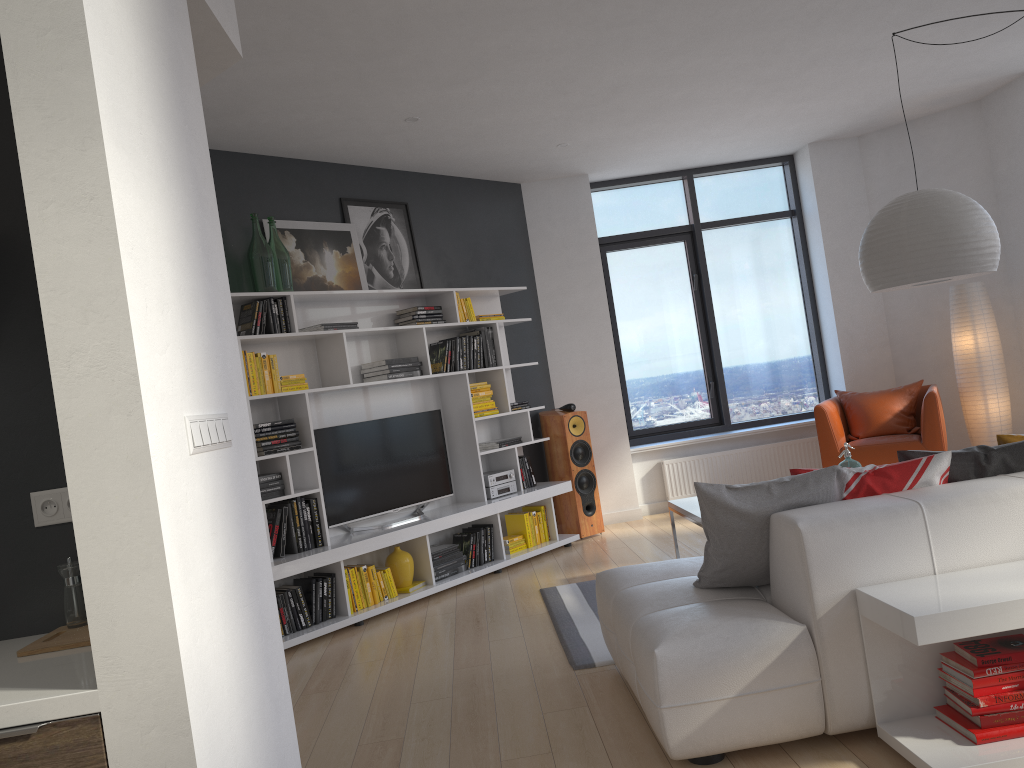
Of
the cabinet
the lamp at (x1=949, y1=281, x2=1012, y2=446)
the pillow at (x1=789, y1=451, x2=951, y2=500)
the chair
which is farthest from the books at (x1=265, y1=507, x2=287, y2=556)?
the lamp at (x1=949, y1=281, x2=1012, y2=446)

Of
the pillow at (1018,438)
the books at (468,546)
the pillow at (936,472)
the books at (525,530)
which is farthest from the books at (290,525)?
the pillow at (1018,438)

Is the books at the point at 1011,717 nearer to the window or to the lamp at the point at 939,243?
the lamp at the point at 939,243

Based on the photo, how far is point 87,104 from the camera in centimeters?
158cm

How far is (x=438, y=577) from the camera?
5.90m

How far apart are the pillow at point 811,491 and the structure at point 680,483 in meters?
4.4

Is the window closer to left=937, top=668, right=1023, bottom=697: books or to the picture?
the picture

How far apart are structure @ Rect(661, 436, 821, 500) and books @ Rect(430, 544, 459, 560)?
2.4m

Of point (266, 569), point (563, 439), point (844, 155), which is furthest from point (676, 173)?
point (266, 569)

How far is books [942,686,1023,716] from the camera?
2.5 meters
